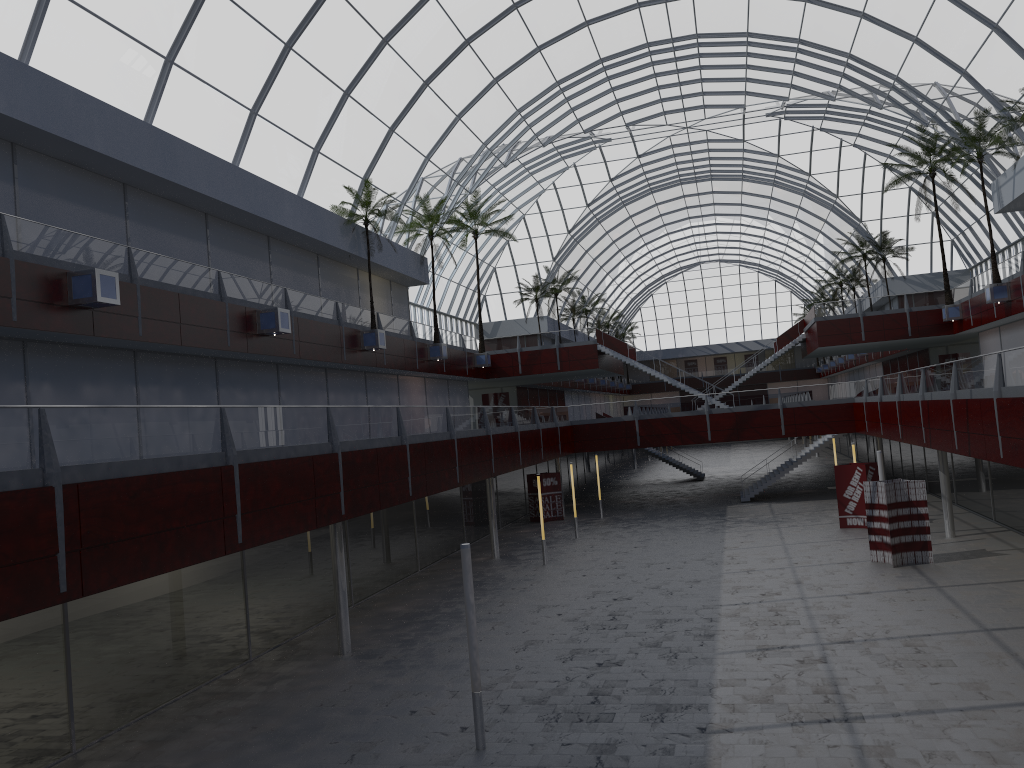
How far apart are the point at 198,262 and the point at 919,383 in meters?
29.9 m

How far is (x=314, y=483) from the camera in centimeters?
2300cm
